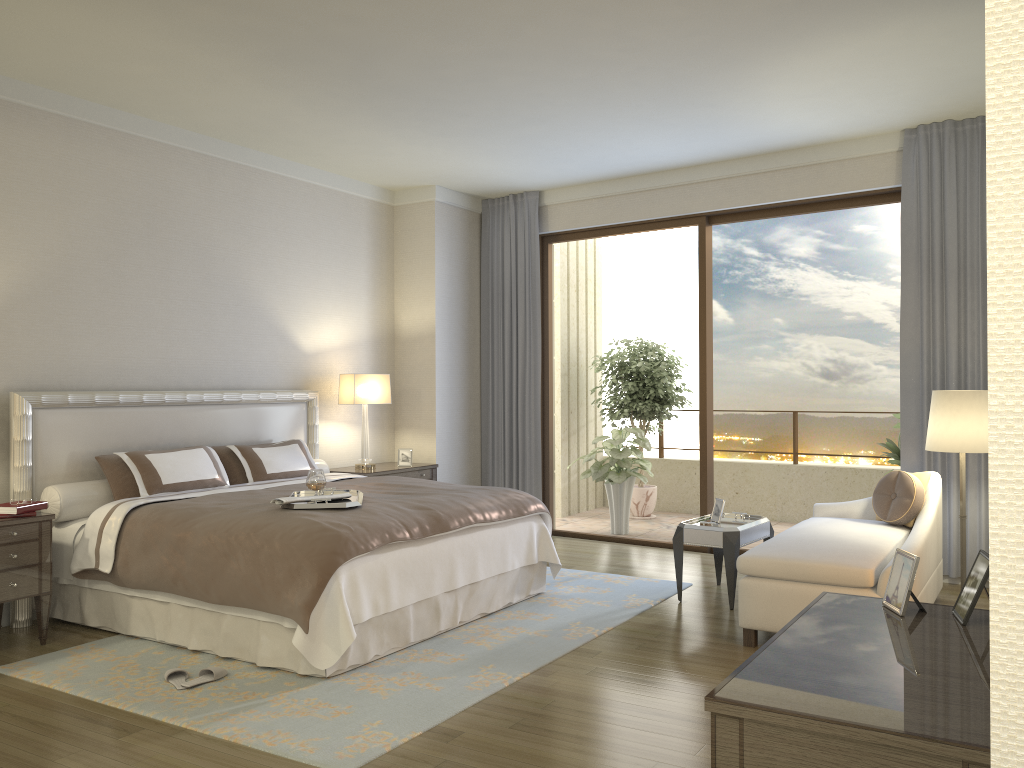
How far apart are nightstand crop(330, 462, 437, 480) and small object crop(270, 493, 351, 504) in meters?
2.4

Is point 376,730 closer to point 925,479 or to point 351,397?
point 925,479

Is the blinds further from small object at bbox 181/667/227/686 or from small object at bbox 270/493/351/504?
small object at bbox 181/667/227/686

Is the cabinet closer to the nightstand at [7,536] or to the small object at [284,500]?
the small object at [284,500]

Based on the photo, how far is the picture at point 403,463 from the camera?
7.4m

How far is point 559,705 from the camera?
3.70m

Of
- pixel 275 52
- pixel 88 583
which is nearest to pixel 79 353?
pixel 88 583

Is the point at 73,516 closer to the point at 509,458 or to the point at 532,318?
the point at 509,458

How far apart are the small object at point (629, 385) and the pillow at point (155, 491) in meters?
4.4

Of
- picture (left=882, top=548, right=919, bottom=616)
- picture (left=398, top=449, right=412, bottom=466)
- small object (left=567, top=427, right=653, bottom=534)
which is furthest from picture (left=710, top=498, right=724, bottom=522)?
picture (left=882, top=548, right=919, bottom=616)
